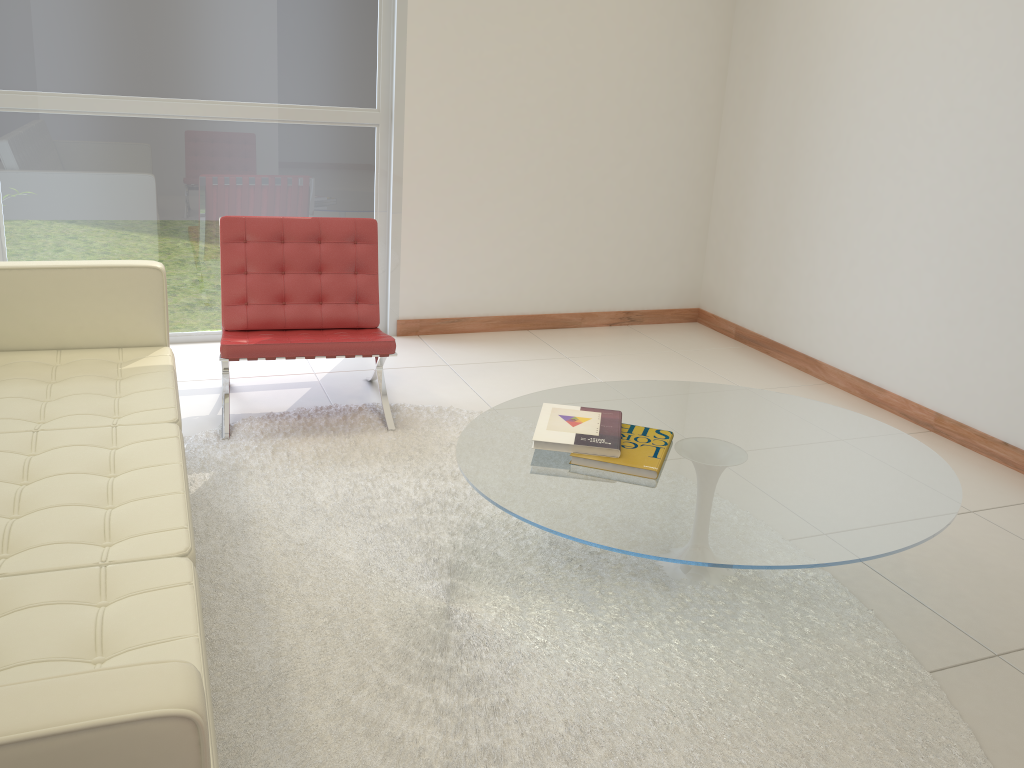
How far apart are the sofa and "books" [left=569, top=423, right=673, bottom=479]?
1.1 meters

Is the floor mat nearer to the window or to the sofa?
the sofa

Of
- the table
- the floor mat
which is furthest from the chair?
the table

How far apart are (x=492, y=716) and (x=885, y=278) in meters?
3.2

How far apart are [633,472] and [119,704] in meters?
1.7

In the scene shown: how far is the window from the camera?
4.2 meters

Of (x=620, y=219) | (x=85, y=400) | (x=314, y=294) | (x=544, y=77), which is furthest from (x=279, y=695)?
(x=620, y=219)

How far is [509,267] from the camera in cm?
527

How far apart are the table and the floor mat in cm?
4

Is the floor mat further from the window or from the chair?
the window
